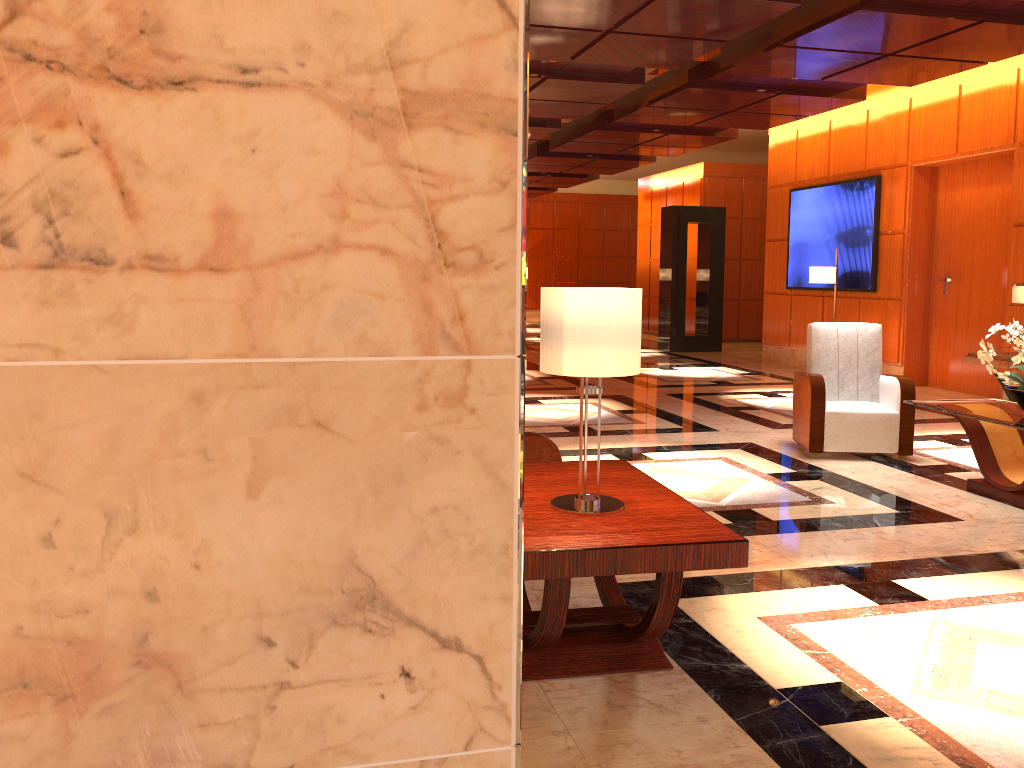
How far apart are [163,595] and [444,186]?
0.7m

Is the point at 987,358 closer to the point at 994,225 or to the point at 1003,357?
the point at 1003,357

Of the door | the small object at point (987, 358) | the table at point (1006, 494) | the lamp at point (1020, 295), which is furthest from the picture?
the small object at point (987, 358)

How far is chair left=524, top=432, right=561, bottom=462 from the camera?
3.9m

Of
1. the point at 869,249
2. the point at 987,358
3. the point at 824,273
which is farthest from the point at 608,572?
the point at 869,249

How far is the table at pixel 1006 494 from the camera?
5.2 meters

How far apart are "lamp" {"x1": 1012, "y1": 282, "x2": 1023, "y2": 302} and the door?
1.80m

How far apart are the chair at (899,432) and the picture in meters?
4.7

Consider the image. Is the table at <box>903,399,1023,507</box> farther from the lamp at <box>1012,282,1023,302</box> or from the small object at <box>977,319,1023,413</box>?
the lamp at <box>1012,282,1023,302</box>

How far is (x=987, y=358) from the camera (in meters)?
5.23
